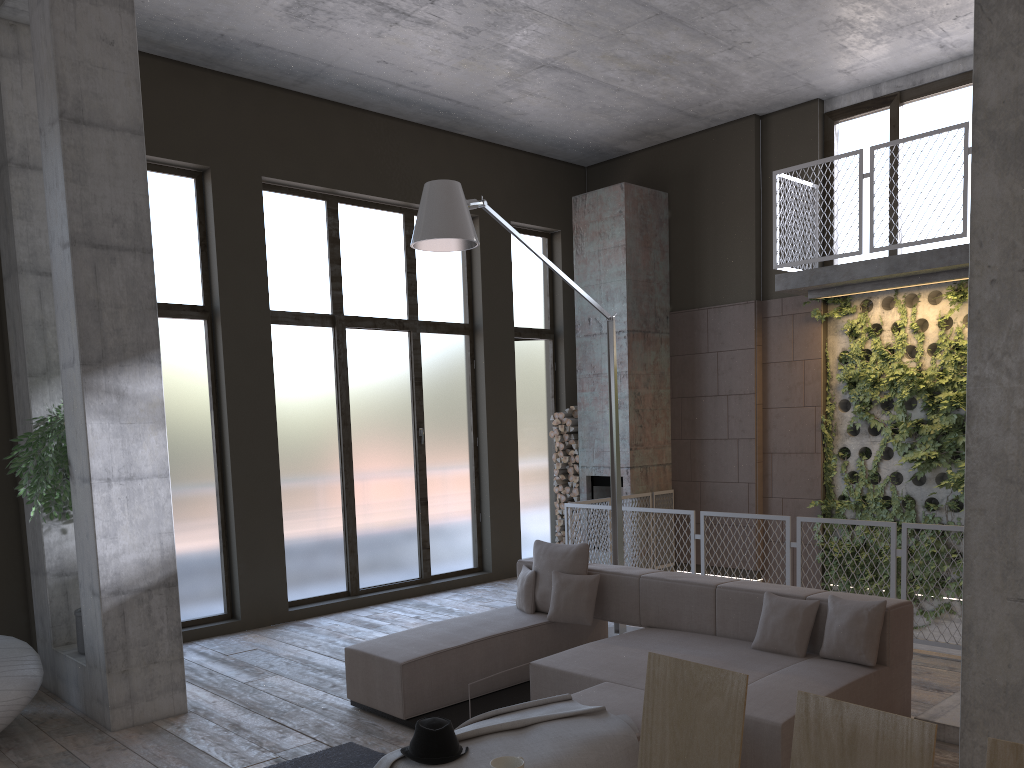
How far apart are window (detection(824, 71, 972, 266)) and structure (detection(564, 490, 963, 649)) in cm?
340

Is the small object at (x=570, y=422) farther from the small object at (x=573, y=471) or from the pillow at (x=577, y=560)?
the pillow at (x=577, y=560)

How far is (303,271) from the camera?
9.07m

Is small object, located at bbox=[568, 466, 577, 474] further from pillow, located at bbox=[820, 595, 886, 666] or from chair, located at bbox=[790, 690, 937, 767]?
chair, located at bbox=[790, 690, 937, 767]

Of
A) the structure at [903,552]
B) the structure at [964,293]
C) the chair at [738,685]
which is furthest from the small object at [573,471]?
the chair at [738,685]

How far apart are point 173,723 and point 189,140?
5.1 meters

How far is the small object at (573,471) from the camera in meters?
10.8

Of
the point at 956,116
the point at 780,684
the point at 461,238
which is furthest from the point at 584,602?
the point at 956,116

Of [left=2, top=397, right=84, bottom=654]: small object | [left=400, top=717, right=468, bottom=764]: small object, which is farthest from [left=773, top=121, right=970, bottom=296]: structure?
[left=2, top=397, right=84, bottom=654]: small object

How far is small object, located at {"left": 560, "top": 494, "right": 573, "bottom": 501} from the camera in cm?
1093
